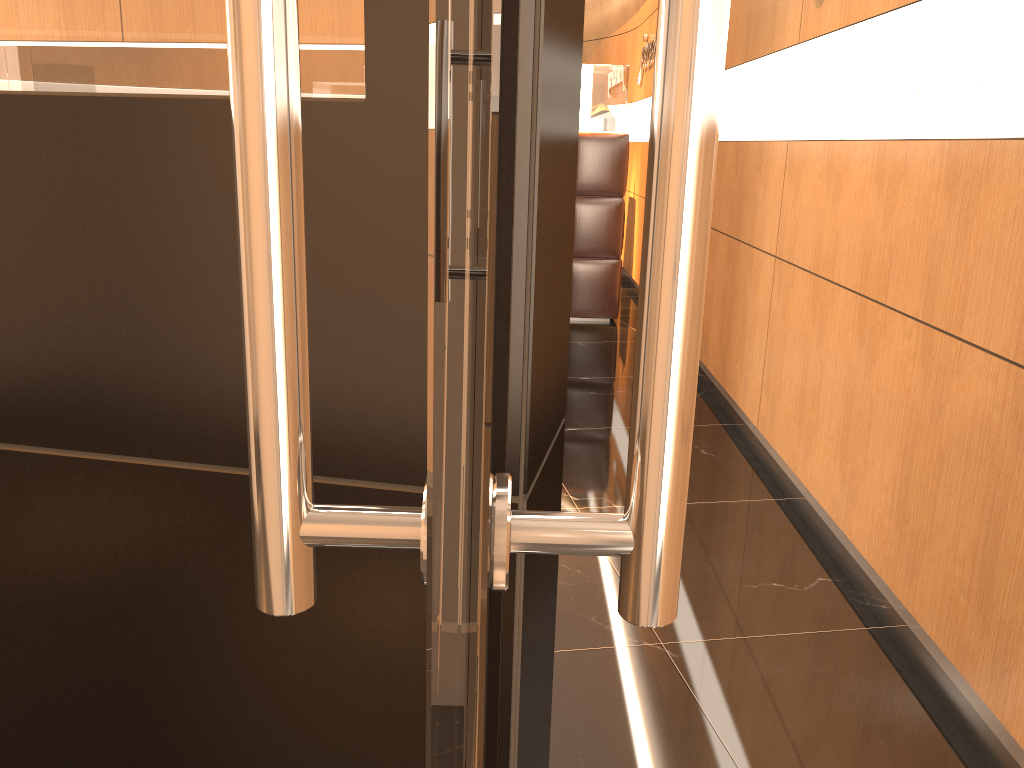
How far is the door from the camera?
0.25m

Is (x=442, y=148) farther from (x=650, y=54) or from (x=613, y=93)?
(x=650, y=54)

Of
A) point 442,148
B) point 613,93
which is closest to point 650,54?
point 613,93

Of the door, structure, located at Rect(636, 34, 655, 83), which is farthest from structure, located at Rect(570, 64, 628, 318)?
the door

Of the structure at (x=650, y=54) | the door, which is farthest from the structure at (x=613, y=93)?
the door

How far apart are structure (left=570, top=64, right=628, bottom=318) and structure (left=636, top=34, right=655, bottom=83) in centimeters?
134cm

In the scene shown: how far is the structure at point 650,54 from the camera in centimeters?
799cm

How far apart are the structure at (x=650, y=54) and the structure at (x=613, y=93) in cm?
134

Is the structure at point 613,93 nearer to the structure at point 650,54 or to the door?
the structure at point 650,54

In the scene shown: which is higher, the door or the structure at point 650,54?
the structure at point 650,54
